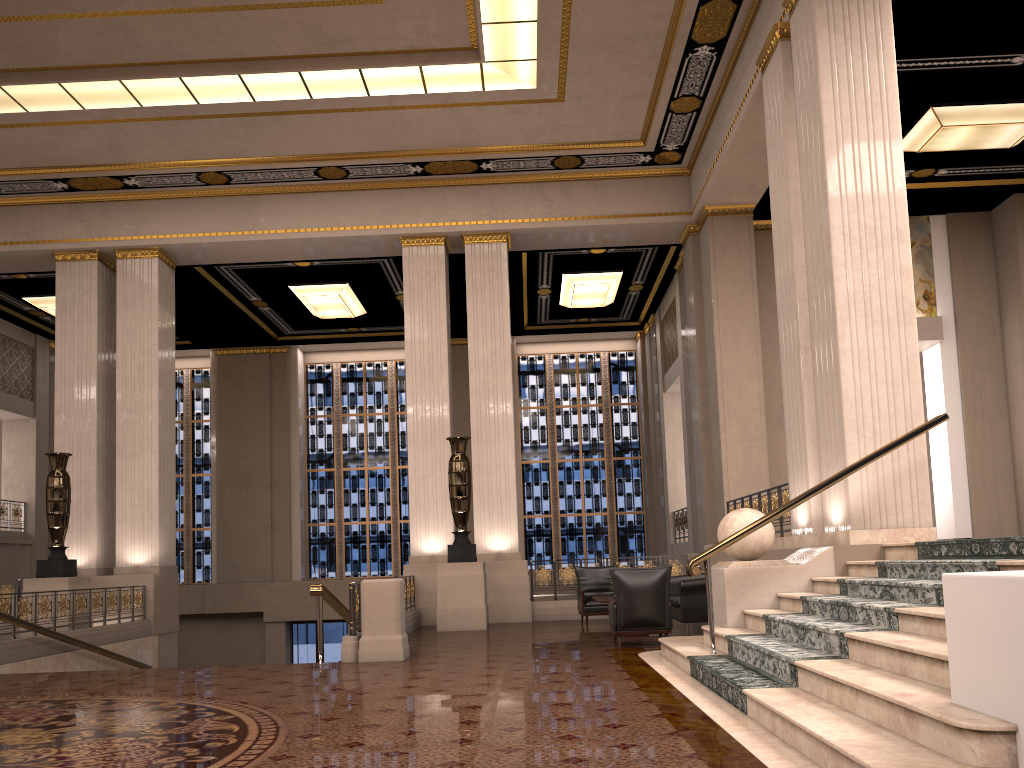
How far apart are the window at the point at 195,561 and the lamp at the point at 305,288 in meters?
4.8

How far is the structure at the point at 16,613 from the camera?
10.2 meters

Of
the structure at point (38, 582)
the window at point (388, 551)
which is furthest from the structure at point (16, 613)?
the window at point (388, 551)

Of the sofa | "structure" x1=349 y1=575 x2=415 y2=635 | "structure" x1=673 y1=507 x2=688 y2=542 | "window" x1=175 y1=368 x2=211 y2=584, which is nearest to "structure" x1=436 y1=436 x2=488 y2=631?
"structure" x1=349 y1=575 x2=415 y2=635

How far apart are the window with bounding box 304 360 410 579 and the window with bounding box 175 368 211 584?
2.5 meters

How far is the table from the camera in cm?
1051

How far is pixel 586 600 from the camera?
12.56m

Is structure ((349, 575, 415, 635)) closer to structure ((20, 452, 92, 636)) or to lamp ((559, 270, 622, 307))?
structure ((20, 452, 92, 636))

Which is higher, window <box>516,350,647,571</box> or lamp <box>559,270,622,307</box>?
lamp <box>559,270,622,307</box>

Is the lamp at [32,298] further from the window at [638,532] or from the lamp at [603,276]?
the window at [638,532]
